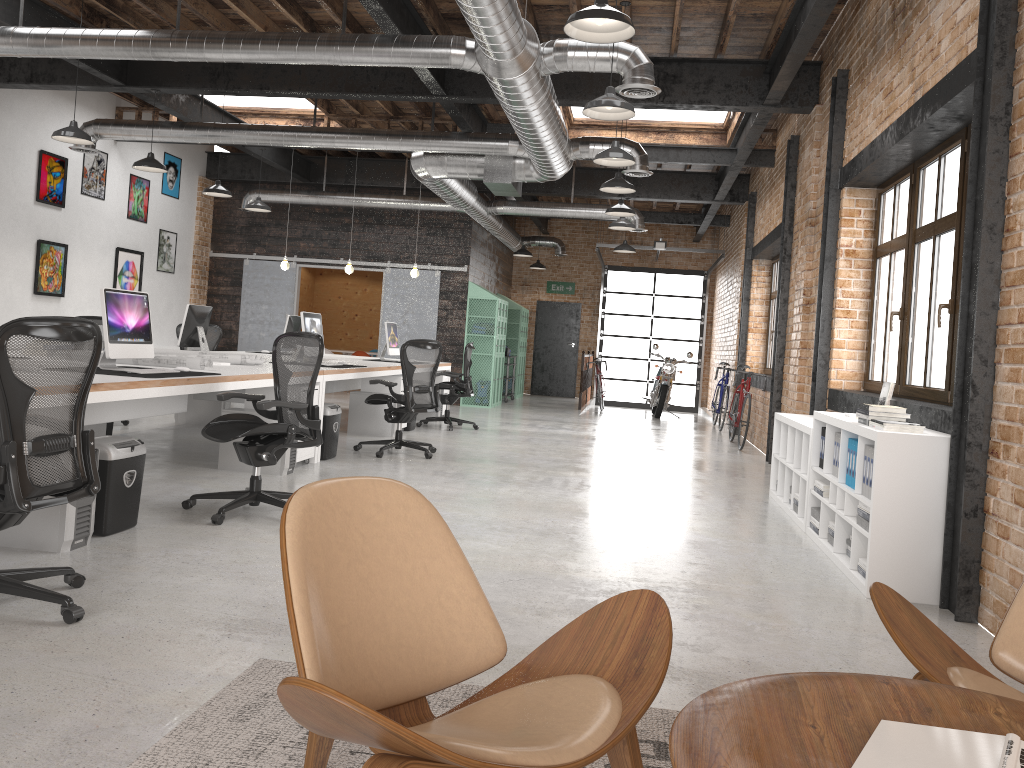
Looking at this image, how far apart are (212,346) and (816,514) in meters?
8.7 m

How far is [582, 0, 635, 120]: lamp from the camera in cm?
577

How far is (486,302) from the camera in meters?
14.7

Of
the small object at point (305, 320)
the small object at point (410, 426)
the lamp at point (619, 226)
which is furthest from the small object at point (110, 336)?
the lamp at point (619, 226)

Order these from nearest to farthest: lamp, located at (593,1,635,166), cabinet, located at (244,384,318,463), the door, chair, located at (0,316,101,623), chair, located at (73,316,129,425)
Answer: chair, located at (0,316,101,623)
cabinet, located at (244,384,318,463)
lamp, located at (593,1,635,166)
chair, located at (73,316,129,425)
the door

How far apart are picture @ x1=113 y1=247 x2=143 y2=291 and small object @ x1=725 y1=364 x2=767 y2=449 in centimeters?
885cm

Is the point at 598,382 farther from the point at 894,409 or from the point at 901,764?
the point at 901,764

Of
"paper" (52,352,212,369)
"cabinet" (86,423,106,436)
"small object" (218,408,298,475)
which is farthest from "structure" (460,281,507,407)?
"paper" (52,352,212,369)

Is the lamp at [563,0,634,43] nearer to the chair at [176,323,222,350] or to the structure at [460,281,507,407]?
the chair at [176,323,222,350]

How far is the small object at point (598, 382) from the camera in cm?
1664
